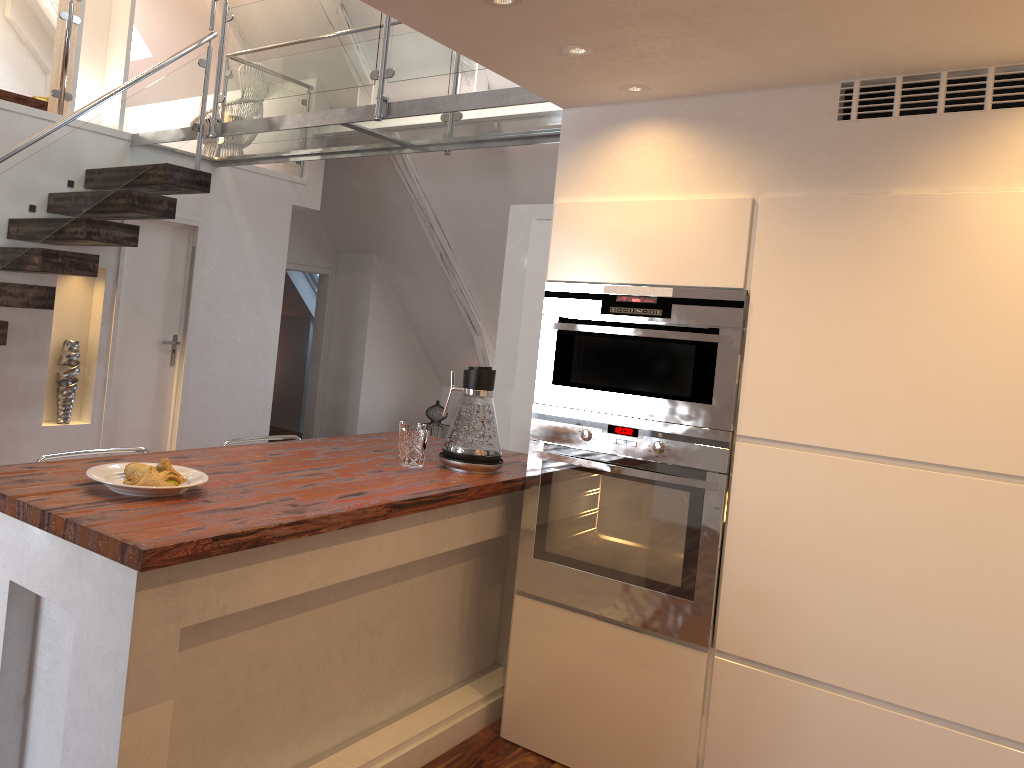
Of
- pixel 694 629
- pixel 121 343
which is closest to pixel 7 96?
pixel 121 343

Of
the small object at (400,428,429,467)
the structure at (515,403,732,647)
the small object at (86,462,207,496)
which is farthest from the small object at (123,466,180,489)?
the structure at (515,403,732,647)

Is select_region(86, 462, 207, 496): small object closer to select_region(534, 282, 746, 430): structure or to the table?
select_region(534, 282, 746, 430): structure

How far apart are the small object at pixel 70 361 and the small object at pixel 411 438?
2.85m

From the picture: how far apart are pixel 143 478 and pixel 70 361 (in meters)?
3.27

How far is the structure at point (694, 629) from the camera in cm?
258

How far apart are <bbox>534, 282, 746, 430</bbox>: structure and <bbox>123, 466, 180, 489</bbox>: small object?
1.2m

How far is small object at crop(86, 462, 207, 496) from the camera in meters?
1.9

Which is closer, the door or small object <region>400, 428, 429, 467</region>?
small object <region>400, 428, 429, 467</region>

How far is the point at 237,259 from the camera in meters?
5.8 m
